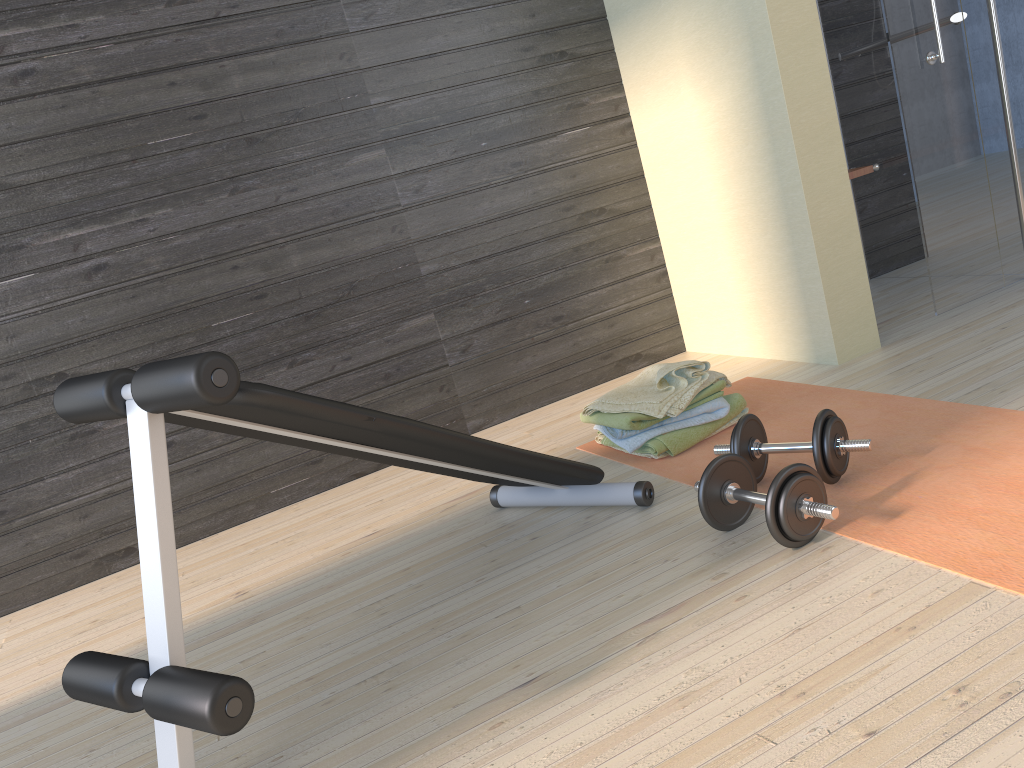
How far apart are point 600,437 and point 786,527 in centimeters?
110cm

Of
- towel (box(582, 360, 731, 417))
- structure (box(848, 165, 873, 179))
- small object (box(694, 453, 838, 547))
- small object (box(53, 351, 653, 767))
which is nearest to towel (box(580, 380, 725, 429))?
towel (box(582, 360, 731, 417))

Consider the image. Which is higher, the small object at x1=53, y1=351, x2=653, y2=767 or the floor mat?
the small object at x1=53, y1=351, x2=653, y2=767

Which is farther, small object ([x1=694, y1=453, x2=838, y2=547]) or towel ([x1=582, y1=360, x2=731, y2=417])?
towel ([x1=582, y1=360, x2=731, y2=417])

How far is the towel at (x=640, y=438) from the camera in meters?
2.6 m

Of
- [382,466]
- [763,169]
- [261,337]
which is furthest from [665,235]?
[261,337]

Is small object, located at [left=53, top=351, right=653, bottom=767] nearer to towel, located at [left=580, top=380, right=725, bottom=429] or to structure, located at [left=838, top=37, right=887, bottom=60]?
towel, located at [left=580, top=380, right=725, bottom=429]

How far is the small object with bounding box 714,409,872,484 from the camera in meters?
2.0 m

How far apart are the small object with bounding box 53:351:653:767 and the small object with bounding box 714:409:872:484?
0.2m

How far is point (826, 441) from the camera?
2.0m
